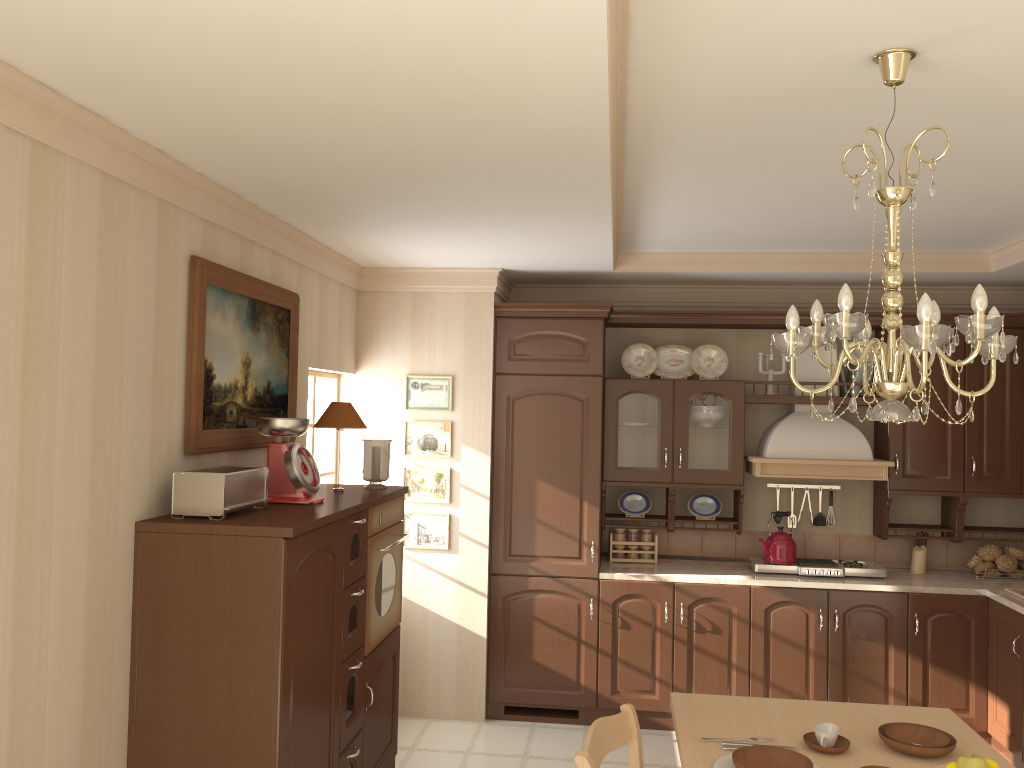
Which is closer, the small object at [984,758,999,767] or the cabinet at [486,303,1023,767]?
the small object at [984,758,999,767]

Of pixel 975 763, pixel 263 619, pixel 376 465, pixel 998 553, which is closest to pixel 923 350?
pixel 975 763

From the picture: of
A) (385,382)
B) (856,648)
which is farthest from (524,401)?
(856,648)

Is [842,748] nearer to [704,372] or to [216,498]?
[216,498]

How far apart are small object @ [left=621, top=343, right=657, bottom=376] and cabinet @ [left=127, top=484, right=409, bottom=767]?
1.7m

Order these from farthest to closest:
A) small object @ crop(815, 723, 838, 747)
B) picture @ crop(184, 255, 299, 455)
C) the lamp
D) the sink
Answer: the sink
picture @ crop(184, 255, 299, 455)
small object @ crop(815, 723, 838, 747)
the lamp

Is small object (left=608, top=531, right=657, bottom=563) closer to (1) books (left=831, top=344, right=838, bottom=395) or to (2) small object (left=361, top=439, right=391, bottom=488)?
(1) books (left=831, top=344, right=838, bottom=395)

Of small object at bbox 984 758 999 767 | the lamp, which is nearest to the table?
small object at bbox 984 758 999 767

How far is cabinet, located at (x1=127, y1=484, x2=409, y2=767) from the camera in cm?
268

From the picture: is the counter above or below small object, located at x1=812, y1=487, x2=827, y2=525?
below
